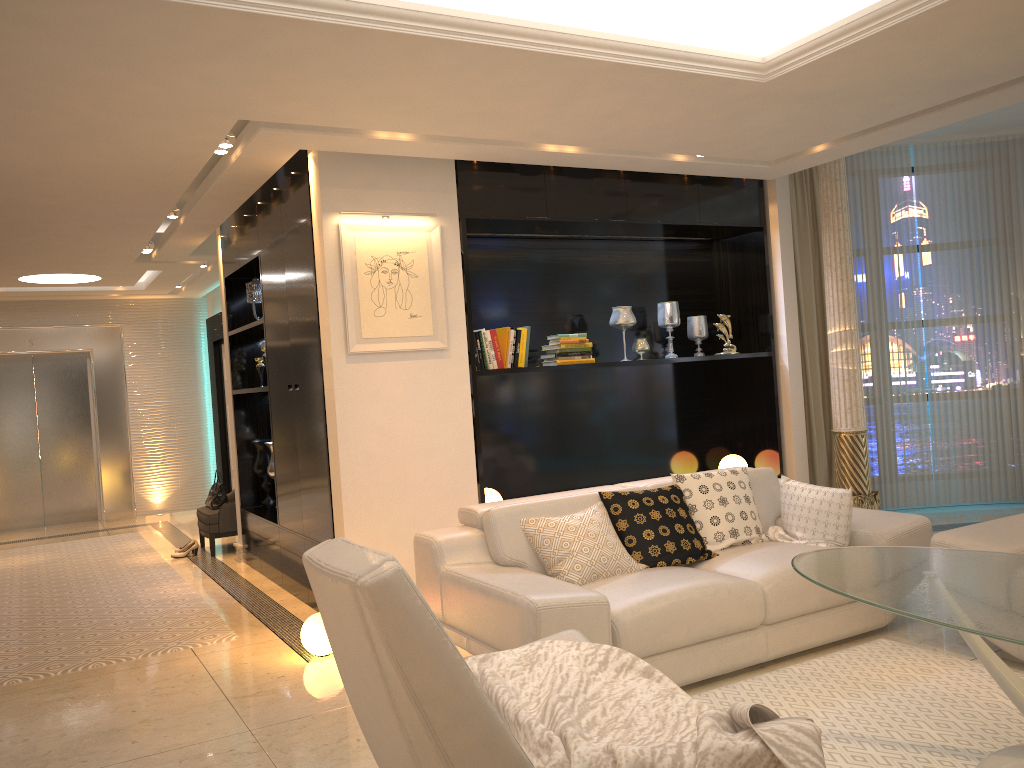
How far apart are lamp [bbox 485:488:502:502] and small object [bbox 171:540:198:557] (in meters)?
3.44

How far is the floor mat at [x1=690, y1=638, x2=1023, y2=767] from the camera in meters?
2.9

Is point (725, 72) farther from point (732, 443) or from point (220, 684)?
point (220, 684)

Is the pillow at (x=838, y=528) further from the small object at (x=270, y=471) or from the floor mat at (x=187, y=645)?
the small object at (x=270, y=471)

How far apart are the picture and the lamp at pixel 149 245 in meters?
3.5

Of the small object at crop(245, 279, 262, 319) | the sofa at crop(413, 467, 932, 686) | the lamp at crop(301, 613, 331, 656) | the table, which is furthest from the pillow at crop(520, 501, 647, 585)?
the small object at crop(245, 279, 262, 319)

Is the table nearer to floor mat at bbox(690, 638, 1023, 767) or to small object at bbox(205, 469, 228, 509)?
floor mat at bbox(690, 638, 1023, 767)

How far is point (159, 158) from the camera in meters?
A: 4.7

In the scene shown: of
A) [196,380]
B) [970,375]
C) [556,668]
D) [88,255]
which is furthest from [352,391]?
[196,380]

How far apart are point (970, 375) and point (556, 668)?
6.1 meters
